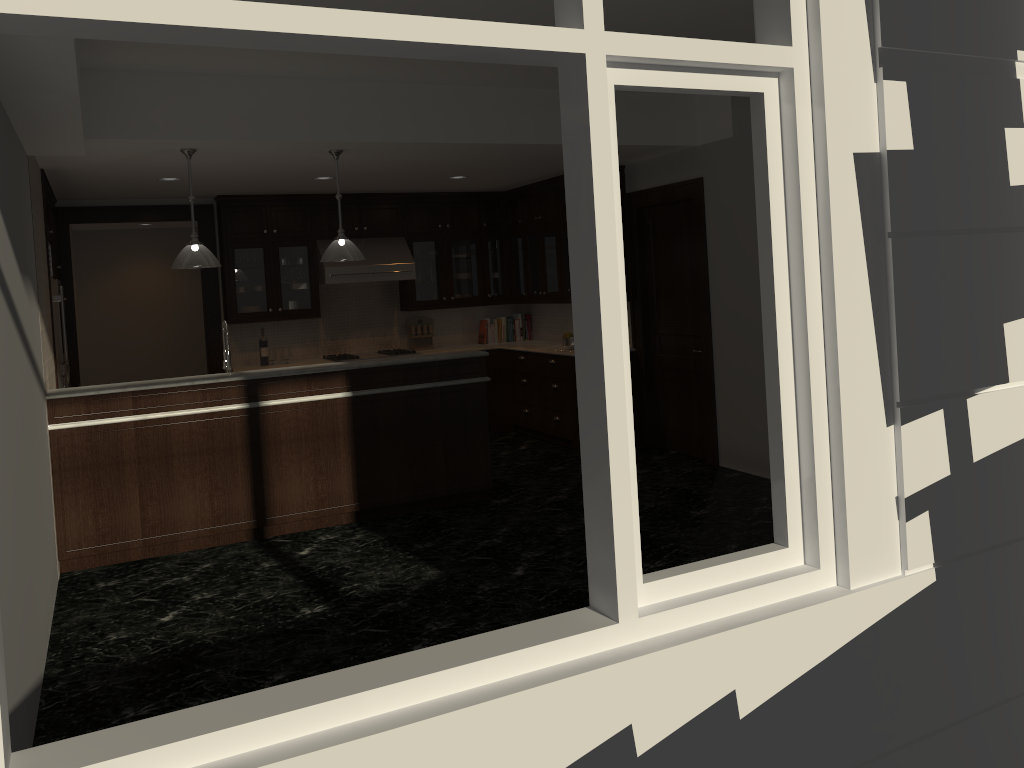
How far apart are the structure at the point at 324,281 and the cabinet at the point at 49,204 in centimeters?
231cm

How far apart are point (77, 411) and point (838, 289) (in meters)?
4.51

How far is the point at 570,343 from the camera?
8.28m

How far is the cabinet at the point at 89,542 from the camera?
5.41m

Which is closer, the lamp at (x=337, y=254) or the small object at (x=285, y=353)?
the lamp at (x=337, y=254)

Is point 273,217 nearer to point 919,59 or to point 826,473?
point 919,59

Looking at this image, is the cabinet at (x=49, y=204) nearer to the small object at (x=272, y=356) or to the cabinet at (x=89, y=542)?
the small object at (x=272, y=356)

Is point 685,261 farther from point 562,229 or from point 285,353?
point 285,353

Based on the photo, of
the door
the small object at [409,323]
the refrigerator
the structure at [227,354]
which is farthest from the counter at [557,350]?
the refrigerator

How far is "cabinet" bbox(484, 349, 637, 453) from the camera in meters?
8.2 m
